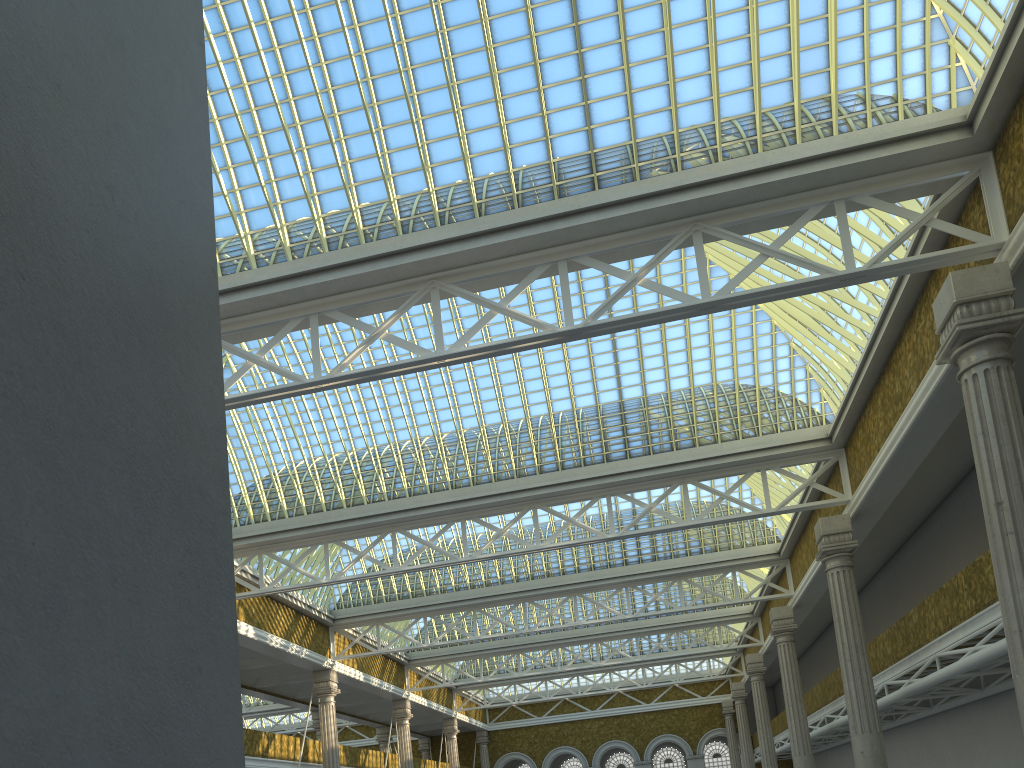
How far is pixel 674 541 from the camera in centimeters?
3492cm
